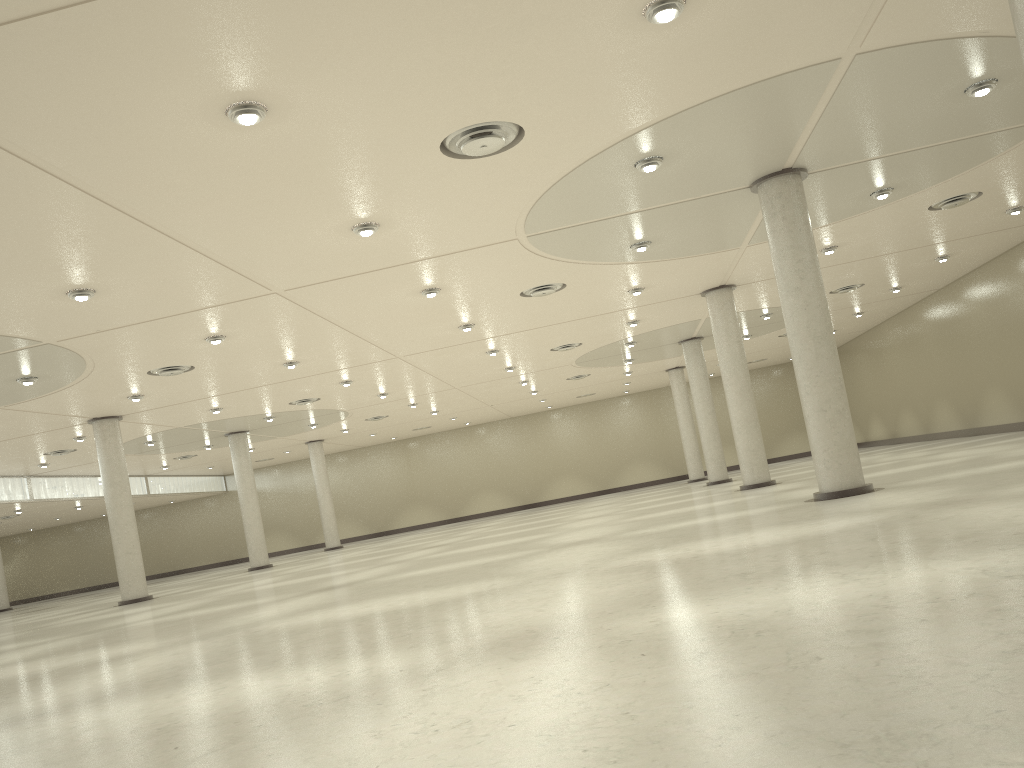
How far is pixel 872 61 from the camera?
26.09m
